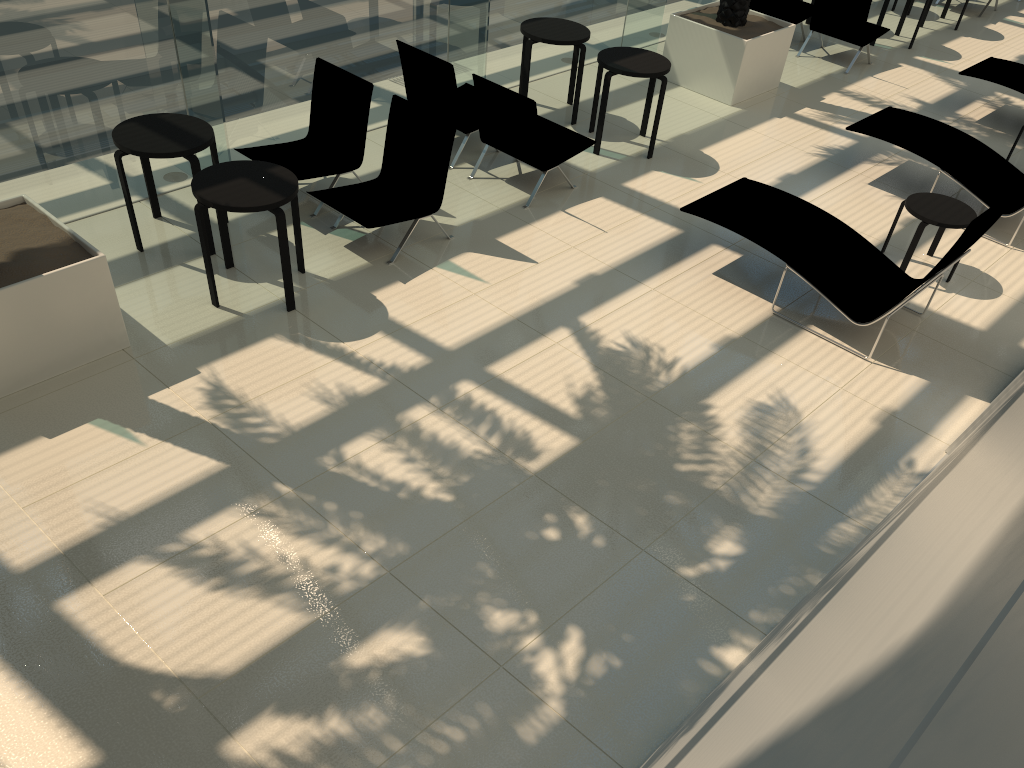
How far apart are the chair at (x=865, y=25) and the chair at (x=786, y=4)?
0.28m

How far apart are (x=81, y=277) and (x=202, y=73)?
2.38m

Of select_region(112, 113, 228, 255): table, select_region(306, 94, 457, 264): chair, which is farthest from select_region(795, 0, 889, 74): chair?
select_region(112, 113, 228, 255): table

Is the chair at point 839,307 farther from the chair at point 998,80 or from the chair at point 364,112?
the chair at point 998,80

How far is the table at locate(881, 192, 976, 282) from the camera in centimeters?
709cm

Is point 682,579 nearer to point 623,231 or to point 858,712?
point 623,231

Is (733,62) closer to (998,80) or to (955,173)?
(955,173)

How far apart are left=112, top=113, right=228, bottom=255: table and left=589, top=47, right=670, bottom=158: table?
3.78m

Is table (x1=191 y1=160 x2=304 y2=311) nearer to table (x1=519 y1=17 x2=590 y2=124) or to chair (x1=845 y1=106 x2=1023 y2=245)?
table (x1=519 y1=17 x2=590 y2=124)

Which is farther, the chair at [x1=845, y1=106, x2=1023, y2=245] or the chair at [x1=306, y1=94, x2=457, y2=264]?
the chair at [x1=845, y1=106, x2=1023, y2=245]
